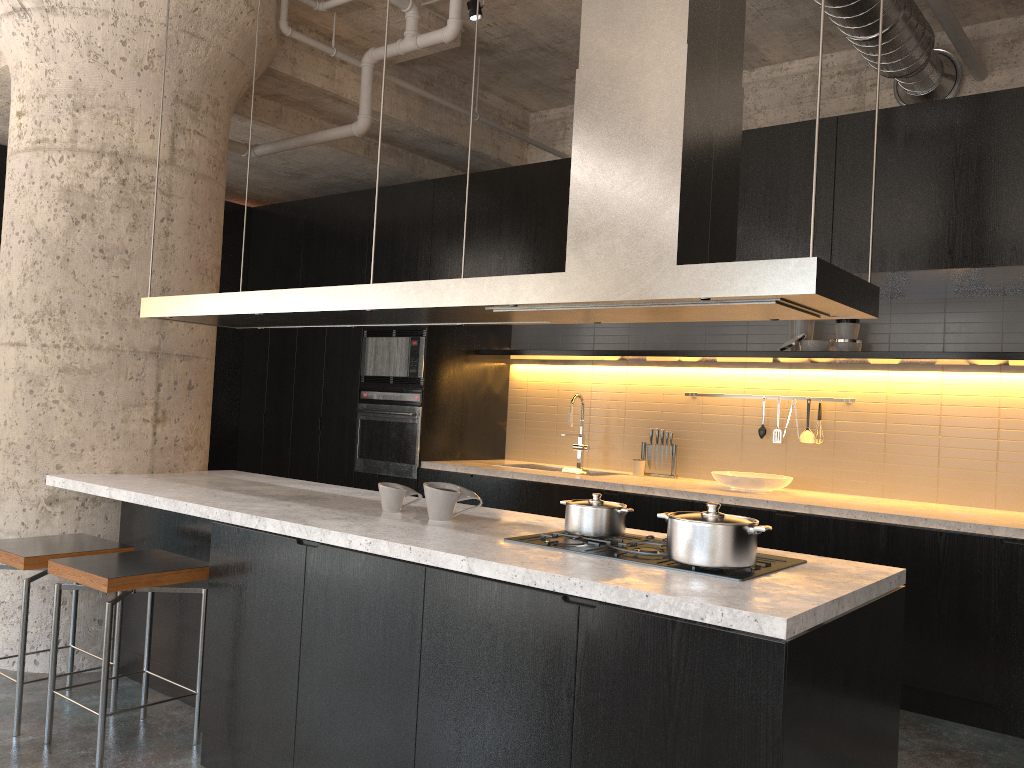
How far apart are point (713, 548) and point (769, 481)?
3.0 meters

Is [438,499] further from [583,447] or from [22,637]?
[583,447]

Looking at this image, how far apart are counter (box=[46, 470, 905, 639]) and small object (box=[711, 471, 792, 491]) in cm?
219

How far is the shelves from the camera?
4.79m

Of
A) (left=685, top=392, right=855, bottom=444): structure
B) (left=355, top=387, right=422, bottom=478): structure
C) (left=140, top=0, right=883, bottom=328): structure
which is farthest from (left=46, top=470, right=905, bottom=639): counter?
(left=685, top=392, right=855, bottom=444): structure

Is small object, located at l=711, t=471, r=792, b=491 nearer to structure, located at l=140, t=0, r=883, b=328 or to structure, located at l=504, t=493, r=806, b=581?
structure, located at l=504, t=493, r=806, b=581

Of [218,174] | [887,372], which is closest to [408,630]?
[218,174]

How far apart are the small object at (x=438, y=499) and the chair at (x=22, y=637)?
1.2 meters

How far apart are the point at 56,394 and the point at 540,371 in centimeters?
371cm

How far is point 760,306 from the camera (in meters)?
2.41
